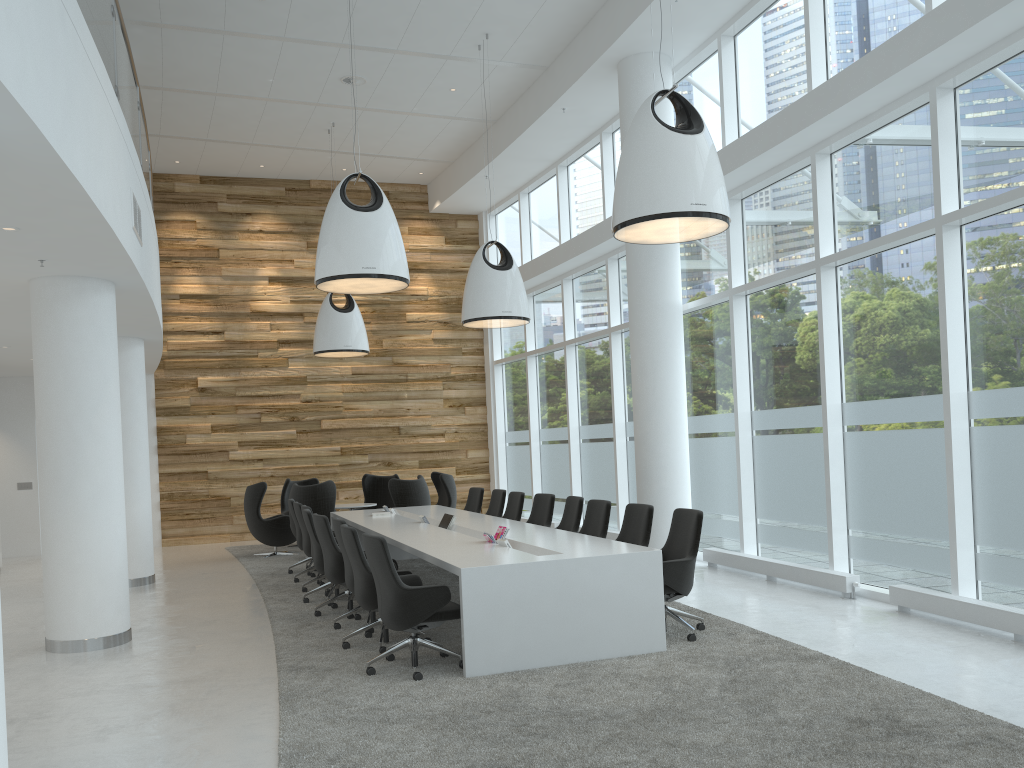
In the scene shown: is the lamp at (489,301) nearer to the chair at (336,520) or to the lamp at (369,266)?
the lamp at (369,266)

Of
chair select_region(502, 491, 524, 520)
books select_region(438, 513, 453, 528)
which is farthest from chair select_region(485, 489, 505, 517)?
books select_region(438, 513, 453, 528)

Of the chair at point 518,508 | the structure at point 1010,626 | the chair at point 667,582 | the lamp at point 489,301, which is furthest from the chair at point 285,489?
the structure at point 1010,626

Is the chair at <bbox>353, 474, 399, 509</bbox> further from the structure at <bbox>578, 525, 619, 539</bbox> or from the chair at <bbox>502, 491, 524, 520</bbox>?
the chair at <bbox>502, 491, 524, 520</bbox>

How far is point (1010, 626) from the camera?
6.2 meters

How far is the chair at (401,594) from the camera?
5.9 meters

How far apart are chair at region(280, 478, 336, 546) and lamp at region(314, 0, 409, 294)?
6.8m

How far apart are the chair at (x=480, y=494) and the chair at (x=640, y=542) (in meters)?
4.38

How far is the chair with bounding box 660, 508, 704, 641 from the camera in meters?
6.6 m

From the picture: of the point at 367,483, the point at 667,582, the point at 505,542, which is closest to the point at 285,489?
the point at 367,483
